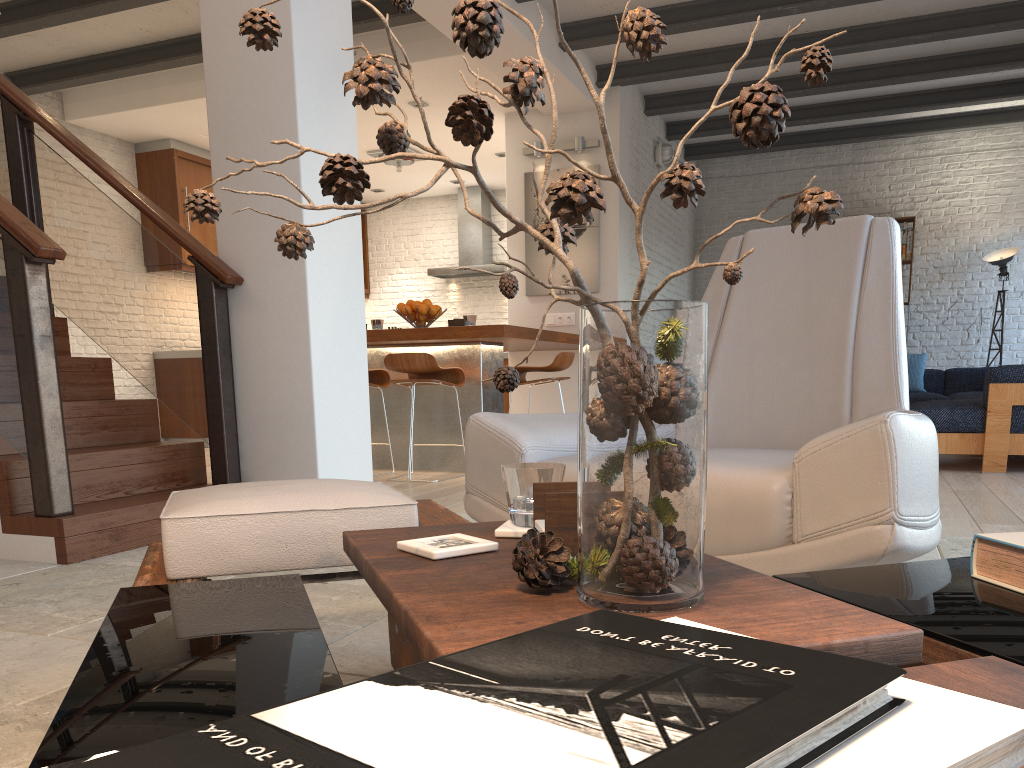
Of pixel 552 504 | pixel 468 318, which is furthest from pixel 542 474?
pixel 468 318

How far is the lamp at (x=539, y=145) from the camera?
7.64m

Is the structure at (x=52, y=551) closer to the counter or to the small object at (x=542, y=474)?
the counter

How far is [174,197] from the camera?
8.41m

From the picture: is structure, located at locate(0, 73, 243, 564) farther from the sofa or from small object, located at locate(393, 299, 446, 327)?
the sofa

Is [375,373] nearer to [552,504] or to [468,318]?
[468,318]

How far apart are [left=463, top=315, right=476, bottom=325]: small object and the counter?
0.1 meters

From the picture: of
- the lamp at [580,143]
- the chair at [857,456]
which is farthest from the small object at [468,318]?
the chair at [857,456]

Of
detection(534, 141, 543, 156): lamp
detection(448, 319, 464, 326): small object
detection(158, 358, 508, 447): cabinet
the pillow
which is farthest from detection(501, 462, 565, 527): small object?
the pillow

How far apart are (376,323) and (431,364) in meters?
0.9
